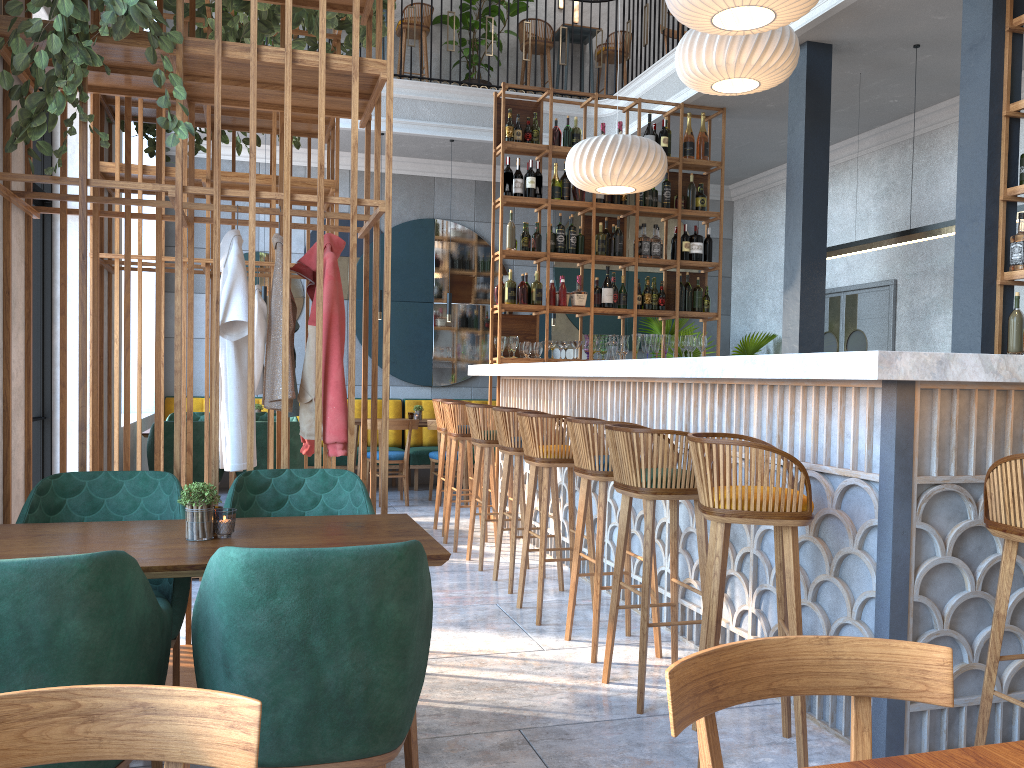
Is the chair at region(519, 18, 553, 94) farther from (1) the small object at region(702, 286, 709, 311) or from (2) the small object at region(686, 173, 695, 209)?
(1) the small object at region(702, 286, 709, 311)

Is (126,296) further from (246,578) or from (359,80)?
(246,578)

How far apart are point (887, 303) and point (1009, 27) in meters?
3.8

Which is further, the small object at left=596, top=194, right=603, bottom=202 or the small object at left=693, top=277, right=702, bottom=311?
the small object at left=693, top=277, right=702, bottom=311

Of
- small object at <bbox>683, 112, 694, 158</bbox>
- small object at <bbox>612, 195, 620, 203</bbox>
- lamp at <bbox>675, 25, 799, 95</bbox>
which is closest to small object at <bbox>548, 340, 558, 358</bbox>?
small object at <bbox>612, 195, 620, 203</bbox>

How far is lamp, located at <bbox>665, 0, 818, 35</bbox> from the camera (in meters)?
4.12

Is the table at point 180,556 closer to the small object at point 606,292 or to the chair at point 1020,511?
the chair at point 1020,511

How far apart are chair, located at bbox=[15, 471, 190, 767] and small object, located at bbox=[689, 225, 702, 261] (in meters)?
5.55

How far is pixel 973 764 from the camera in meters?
1.0 m

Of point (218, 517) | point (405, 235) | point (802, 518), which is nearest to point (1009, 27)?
point (802, 518)
